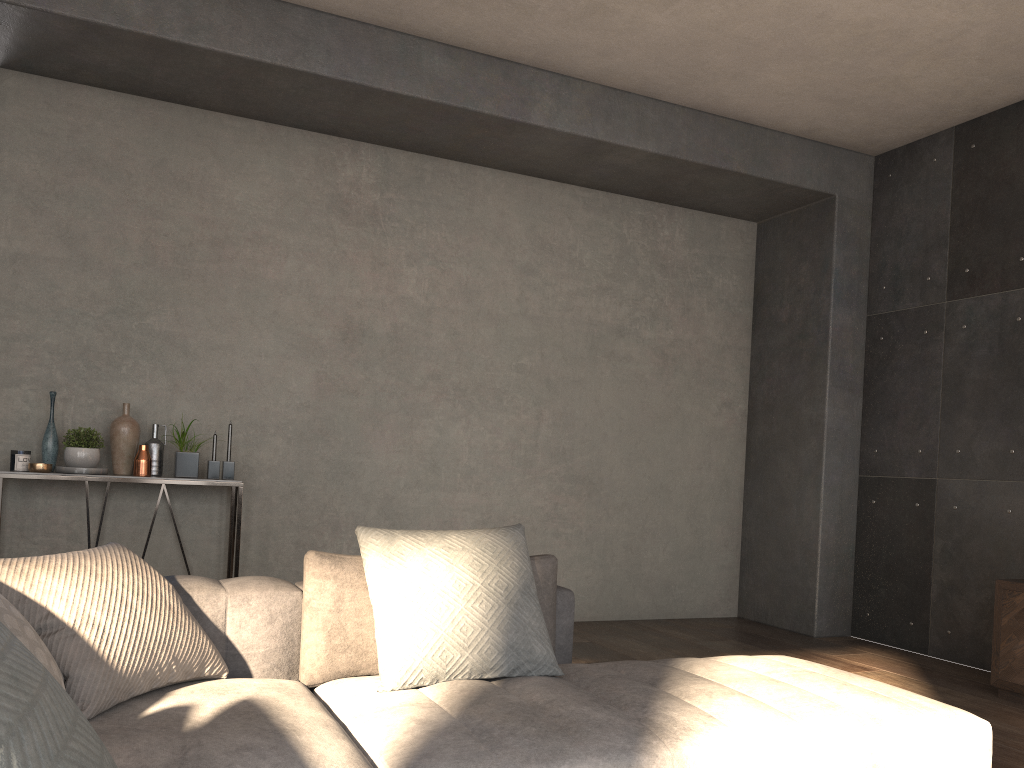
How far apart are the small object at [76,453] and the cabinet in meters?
4.3 m

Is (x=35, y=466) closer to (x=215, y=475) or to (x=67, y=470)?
(x=67, y=470)

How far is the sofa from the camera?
1.7m

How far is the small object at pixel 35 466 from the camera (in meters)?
4.06

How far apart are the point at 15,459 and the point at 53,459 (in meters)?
0.17

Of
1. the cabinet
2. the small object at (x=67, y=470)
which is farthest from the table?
the cabinet

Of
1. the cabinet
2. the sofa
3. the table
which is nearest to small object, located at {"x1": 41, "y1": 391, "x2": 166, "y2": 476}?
the table

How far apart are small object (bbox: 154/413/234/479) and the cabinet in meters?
3.7 m

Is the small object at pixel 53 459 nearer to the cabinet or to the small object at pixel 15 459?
the small object at pixel 15 459

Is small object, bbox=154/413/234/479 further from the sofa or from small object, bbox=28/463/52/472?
the sofa
